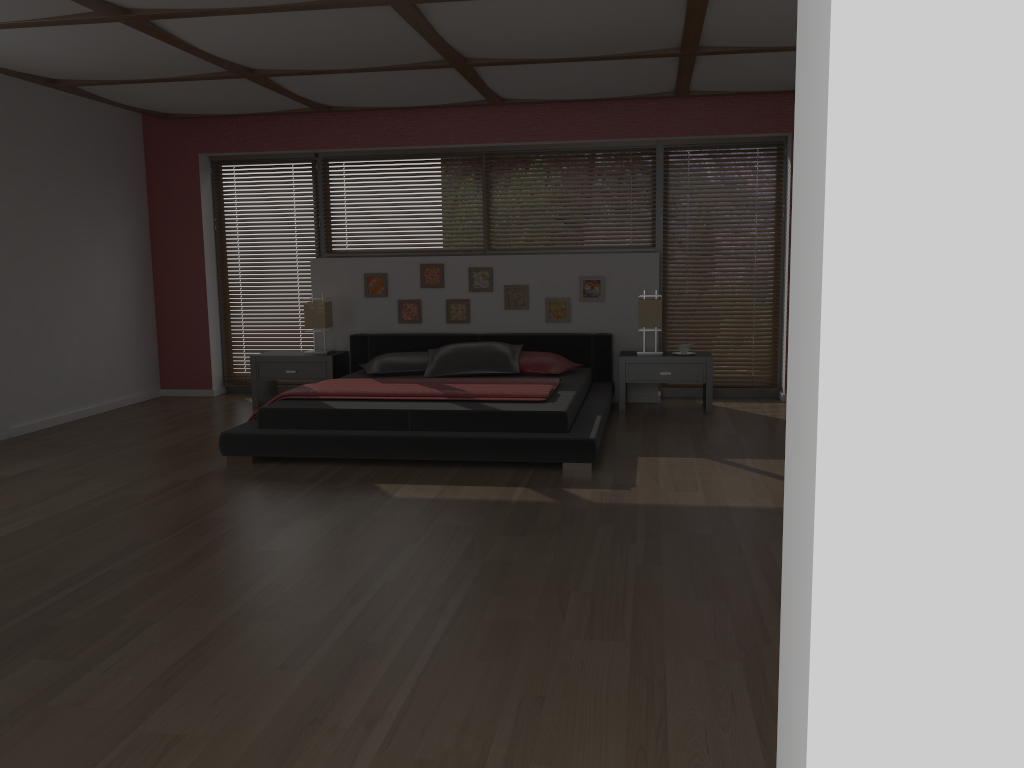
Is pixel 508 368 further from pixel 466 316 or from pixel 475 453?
pixel 475 453

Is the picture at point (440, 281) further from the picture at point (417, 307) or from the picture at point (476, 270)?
the picture at point (476, 270)

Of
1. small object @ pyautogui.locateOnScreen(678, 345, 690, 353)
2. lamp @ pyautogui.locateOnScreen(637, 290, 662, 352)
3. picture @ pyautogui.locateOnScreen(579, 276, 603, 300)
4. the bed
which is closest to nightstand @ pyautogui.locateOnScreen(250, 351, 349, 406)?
the bed

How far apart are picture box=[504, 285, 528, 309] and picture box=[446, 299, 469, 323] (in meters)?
0.34

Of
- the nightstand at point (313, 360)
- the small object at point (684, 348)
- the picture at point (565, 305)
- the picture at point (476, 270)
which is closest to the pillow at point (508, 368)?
the picture at point (565, 305)

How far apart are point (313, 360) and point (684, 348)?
2.9m

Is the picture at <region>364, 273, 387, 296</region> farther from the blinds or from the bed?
A: the blinds

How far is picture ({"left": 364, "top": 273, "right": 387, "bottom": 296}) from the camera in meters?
7.4 m

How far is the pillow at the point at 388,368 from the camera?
6.6 meters

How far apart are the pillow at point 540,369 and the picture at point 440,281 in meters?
1.1
